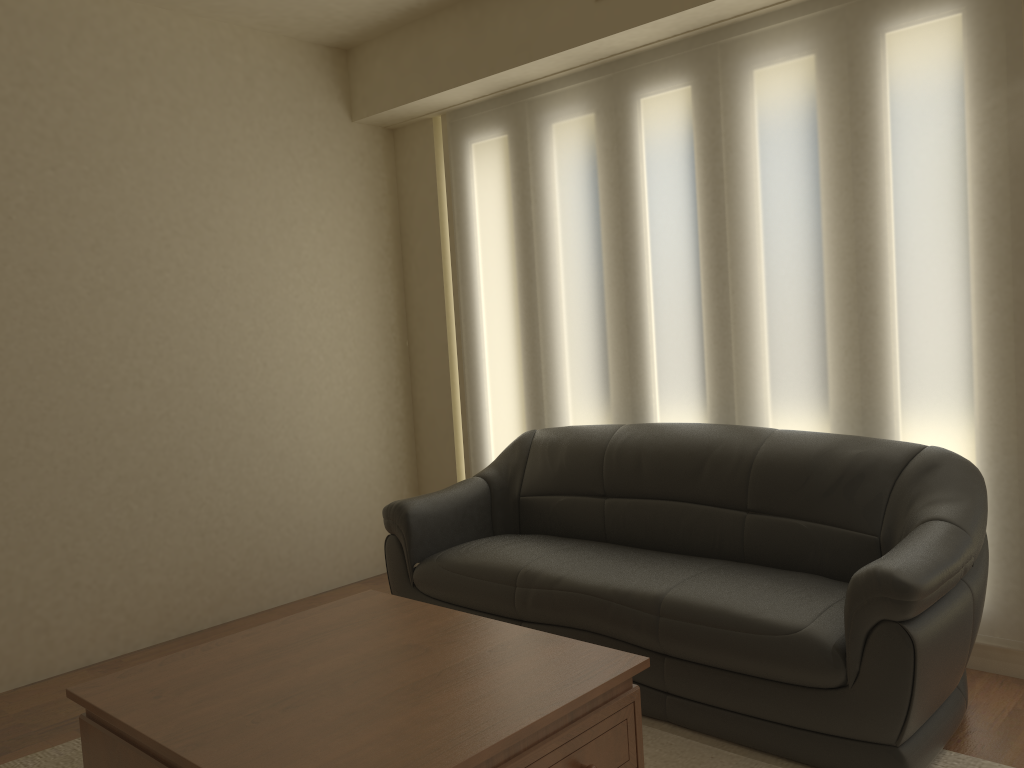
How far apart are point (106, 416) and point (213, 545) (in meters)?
0.84

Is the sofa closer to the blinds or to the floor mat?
the floor mat

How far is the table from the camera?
1.98m

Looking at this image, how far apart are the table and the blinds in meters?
1.6

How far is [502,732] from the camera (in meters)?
1.98

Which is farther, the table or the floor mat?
the floor mat

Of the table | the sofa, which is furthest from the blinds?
the table

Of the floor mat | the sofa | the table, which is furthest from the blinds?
the table

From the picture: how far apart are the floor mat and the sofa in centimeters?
2cm

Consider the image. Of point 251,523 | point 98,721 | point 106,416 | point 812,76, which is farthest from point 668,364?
point 98,721
